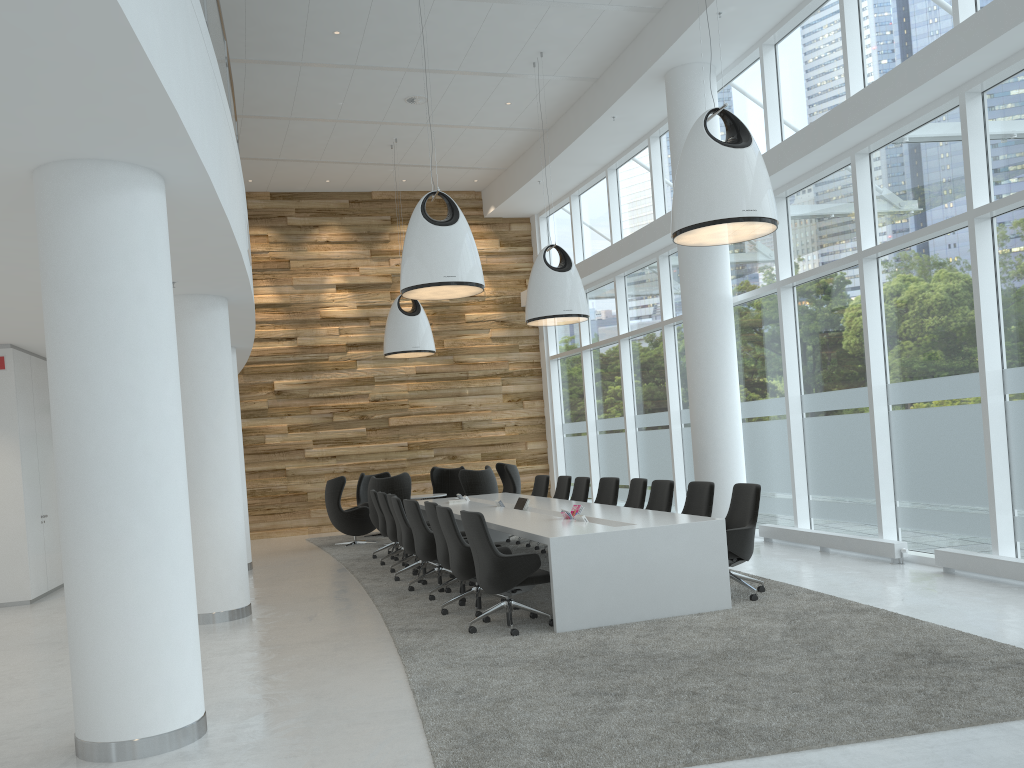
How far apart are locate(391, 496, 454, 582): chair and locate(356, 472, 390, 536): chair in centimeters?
584cm

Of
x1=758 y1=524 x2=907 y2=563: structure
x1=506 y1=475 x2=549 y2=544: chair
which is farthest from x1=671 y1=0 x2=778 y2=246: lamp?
x1=506 y1=475 x2=549 y2=544: chair

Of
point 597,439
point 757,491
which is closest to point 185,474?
point 757,491

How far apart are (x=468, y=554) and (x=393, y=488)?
6.00m

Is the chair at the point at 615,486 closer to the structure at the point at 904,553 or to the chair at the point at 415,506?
the structure at the point at 904,553

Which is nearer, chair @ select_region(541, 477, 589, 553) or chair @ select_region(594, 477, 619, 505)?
chair @ select_region(594, 477, 619, 505)

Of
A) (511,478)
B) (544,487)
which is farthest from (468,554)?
(511,478)

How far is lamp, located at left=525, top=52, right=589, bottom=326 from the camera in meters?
11.7 m

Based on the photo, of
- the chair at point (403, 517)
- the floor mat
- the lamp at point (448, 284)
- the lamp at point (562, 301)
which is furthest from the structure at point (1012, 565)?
the lamp at point (562, 301)

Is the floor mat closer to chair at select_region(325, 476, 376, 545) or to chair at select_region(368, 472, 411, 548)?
chair at select_region(325, 476, 376, 545)
